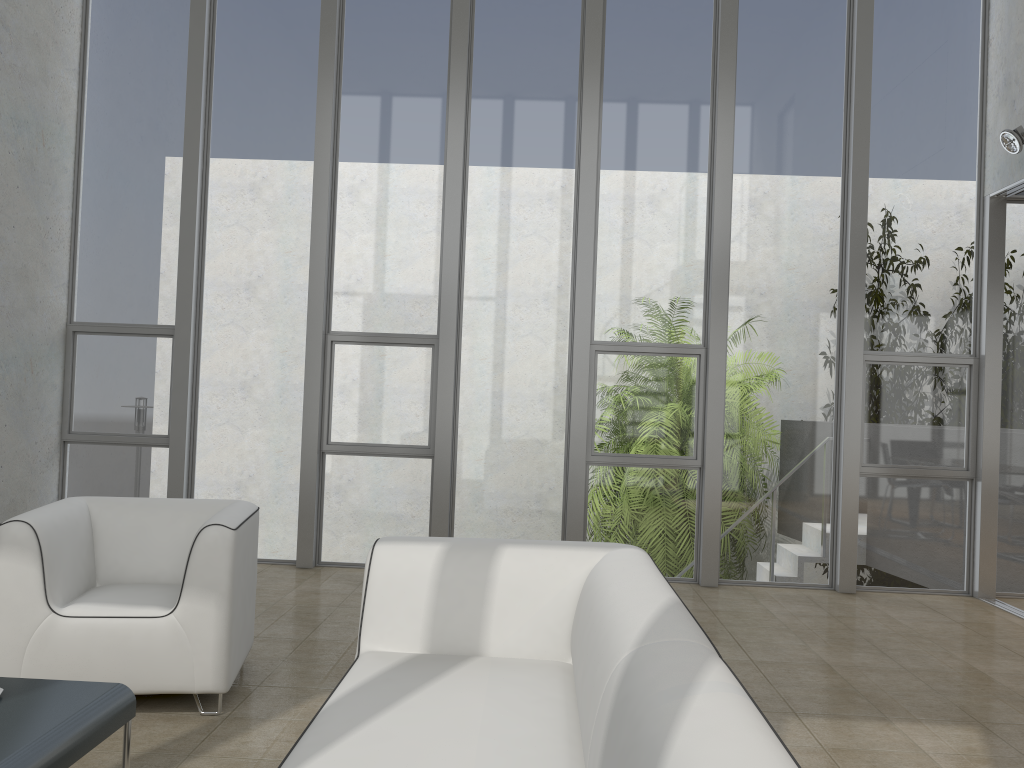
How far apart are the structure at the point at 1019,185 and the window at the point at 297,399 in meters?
4.6

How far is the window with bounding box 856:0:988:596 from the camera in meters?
6.0

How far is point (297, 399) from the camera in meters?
6.2

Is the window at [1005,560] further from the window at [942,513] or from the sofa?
the sofa

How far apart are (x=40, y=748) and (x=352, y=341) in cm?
433

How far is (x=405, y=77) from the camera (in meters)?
6.20

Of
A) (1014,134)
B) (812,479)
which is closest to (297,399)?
(812,479)

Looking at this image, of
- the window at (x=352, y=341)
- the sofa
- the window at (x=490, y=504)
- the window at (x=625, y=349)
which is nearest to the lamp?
the window at (x=625, y=349)

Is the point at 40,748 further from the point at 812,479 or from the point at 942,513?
the point at 942,513

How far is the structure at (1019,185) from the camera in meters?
5.6 m
